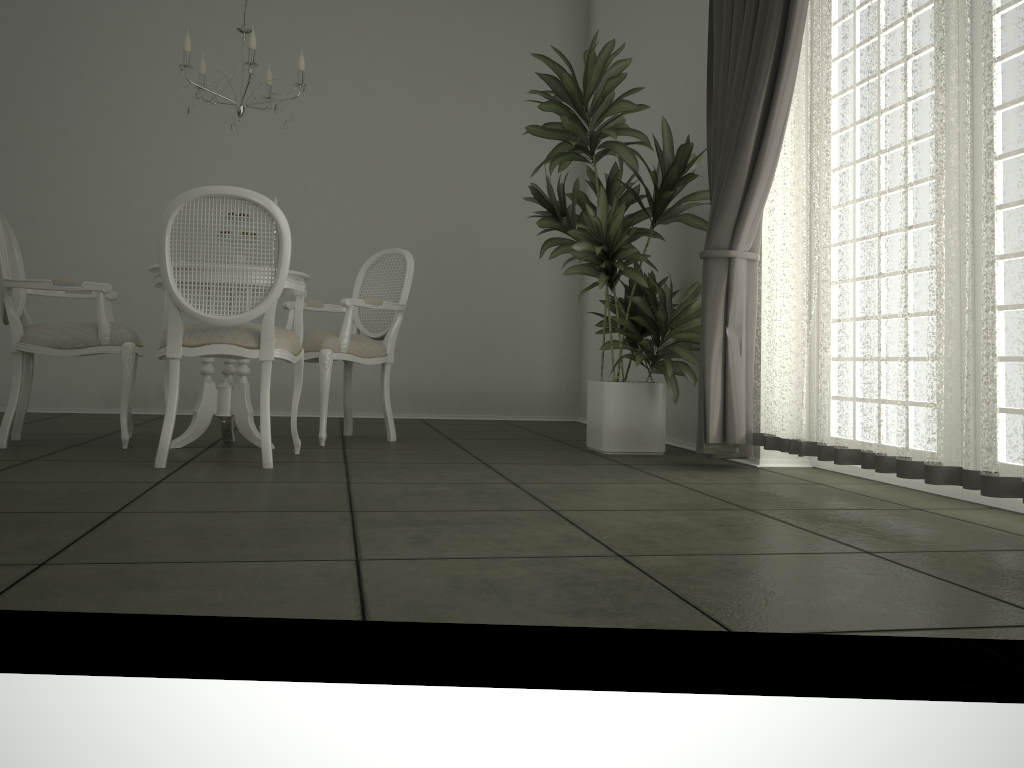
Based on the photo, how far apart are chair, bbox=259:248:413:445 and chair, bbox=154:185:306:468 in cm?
40

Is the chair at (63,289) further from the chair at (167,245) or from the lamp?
the lamp

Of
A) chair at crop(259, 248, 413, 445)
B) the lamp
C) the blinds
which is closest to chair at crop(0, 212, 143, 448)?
chair at crop(259, 248, 413, 445)

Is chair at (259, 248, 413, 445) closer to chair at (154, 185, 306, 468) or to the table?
the table

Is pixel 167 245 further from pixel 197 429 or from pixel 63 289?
pixel 197 429

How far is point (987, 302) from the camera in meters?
2.5

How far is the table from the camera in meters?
4.1 m

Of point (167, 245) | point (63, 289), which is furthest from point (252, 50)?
point (63, 289)

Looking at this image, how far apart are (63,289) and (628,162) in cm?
260

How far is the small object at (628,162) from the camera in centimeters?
416cm
